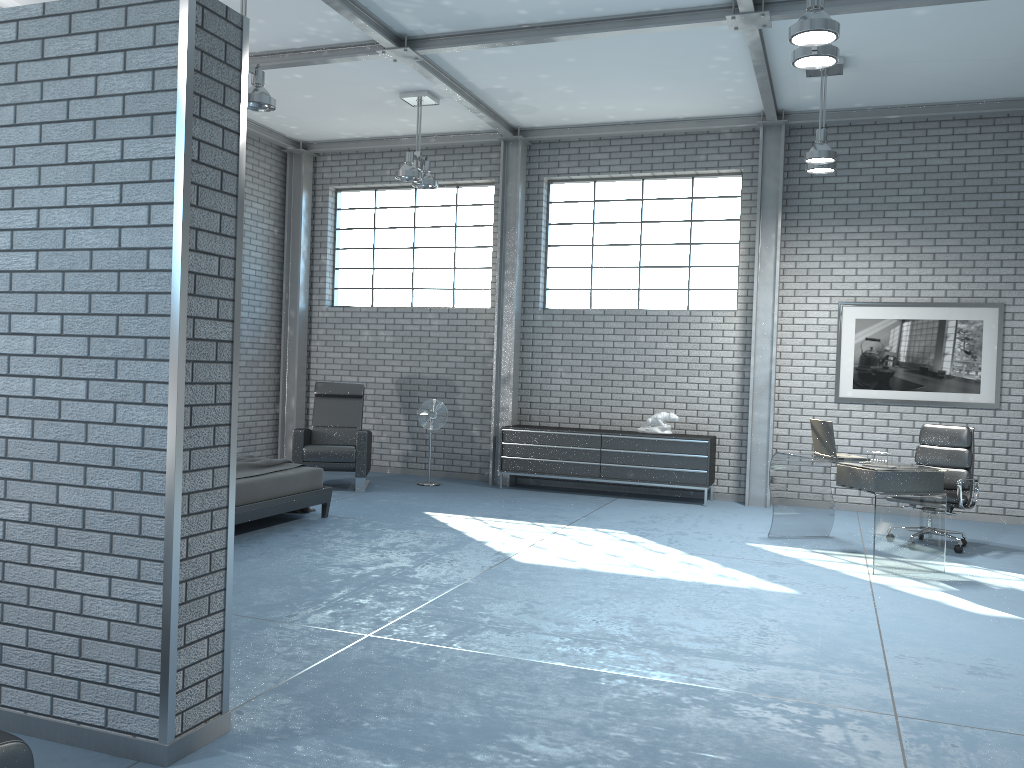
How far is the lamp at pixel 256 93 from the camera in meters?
6.2 m

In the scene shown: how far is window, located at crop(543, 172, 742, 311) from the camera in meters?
9.6 m

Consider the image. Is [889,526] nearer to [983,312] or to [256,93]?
[983,312]

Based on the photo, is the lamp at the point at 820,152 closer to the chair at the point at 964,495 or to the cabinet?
the chair at the point at 964,495

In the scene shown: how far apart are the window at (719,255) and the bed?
3.8m

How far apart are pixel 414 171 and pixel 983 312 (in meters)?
5.65

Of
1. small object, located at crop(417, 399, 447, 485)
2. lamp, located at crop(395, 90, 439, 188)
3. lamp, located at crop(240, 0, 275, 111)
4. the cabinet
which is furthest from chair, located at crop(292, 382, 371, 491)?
lamp, located at crop(240, 0, 275, 111)

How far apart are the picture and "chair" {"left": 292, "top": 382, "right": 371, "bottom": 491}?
4.8m

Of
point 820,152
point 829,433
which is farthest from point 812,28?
point 829,433

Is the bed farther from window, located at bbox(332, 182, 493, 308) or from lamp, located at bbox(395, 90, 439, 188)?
window, located at bbox(332, 182, 493, 308)
